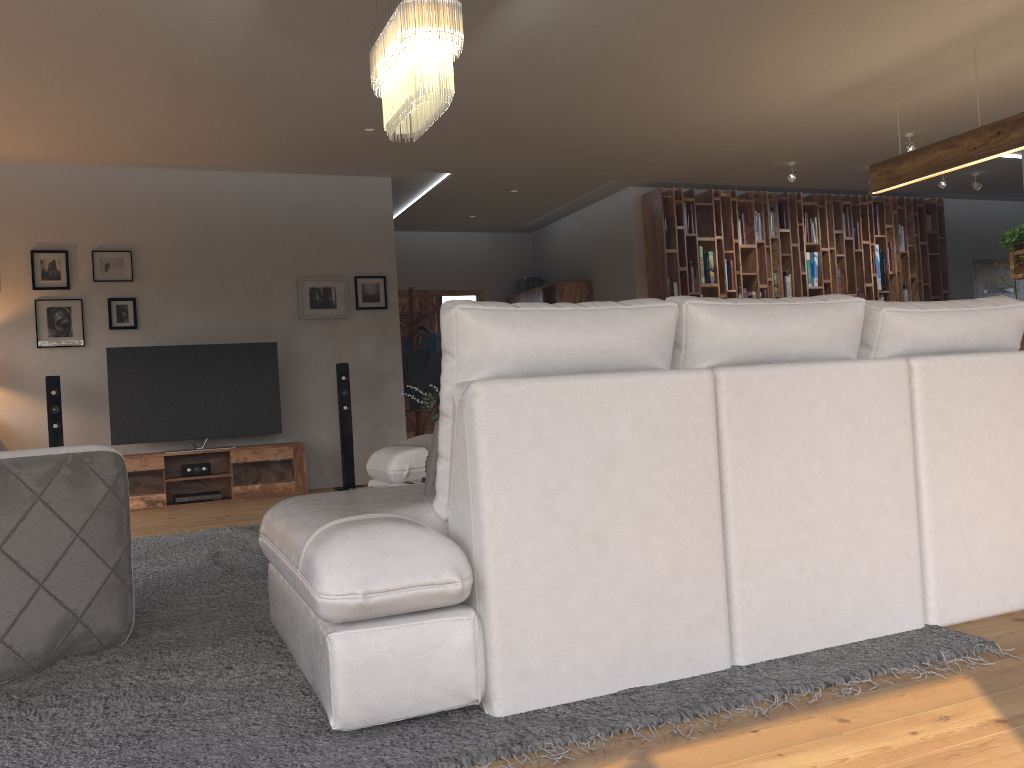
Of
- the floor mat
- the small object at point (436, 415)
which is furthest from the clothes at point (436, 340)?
the small object at point (436, 415)

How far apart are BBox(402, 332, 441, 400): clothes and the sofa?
3.7 meters

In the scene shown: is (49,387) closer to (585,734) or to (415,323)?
(415,323)

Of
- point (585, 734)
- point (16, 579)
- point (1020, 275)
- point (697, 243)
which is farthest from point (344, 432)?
point (1020, 275)

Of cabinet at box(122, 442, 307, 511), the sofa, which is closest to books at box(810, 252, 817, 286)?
cabinet at box(122, 442, 307, 511)

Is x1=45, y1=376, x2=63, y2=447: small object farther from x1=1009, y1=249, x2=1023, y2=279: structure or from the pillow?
x1=1009, y1=249, x2=1023, y2=279: structure

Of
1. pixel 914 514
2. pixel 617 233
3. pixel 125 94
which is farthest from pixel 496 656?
pixel 617 233

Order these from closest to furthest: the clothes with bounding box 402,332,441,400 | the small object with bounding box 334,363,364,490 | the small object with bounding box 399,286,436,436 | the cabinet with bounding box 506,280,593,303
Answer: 1. the small object with bounding box 334,363,364,490
2. the small object with bounding box 399,286,436,436
3. the clothes with bounding box 402,332,441,400
4. the cabinet with bounding box 506,280,593,303

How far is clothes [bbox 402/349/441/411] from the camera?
8.8m

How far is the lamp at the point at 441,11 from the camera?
3.70m
